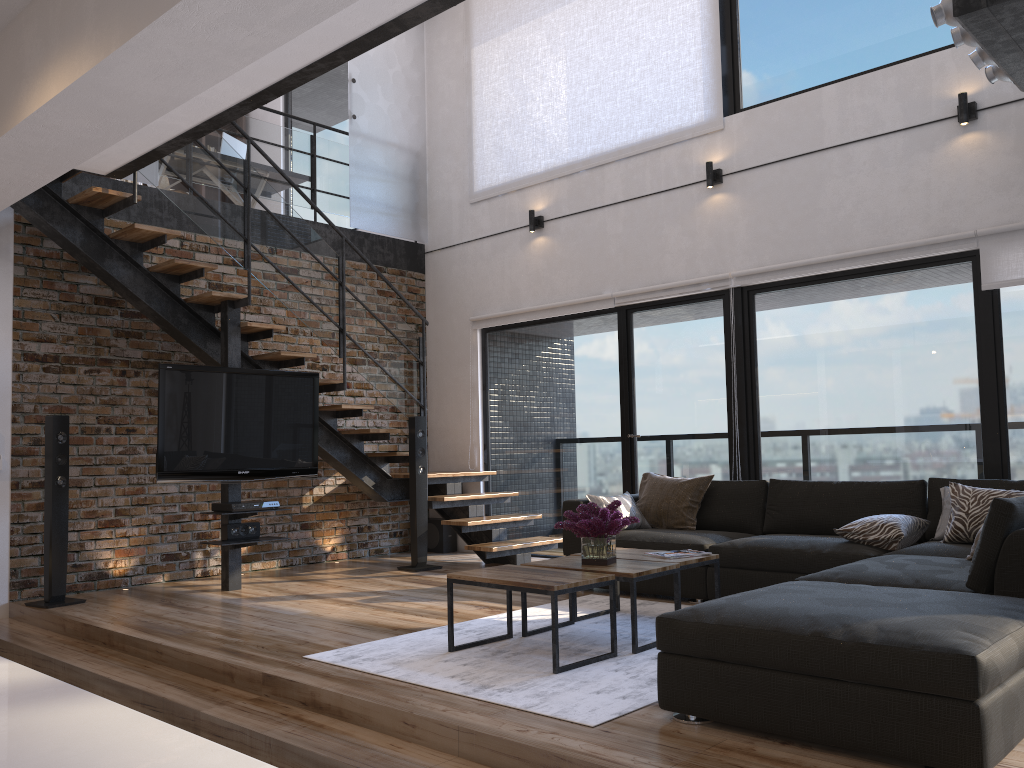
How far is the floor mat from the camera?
3.2m

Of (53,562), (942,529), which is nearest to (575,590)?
(942,529)

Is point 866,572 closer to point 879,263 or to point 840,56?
point 879,263

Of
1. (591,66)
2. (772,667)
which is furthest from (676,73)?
(772,667)

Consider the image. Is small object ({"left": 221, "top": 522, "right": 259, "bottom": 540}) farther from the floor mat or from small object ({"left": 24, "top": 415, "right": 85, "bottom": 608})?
the floor mat

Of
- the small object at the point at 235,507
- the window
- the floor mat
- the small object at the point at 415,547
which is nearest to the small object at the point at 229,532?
the small object at the point at 235,507

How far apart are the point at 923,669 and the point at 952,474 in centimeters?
344cm

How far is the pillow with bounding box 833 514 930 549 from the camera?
4.5 meters

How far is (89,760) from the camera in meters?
0.5 m

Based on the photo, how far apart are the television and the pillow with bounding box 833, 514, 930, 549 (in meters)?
3.62
